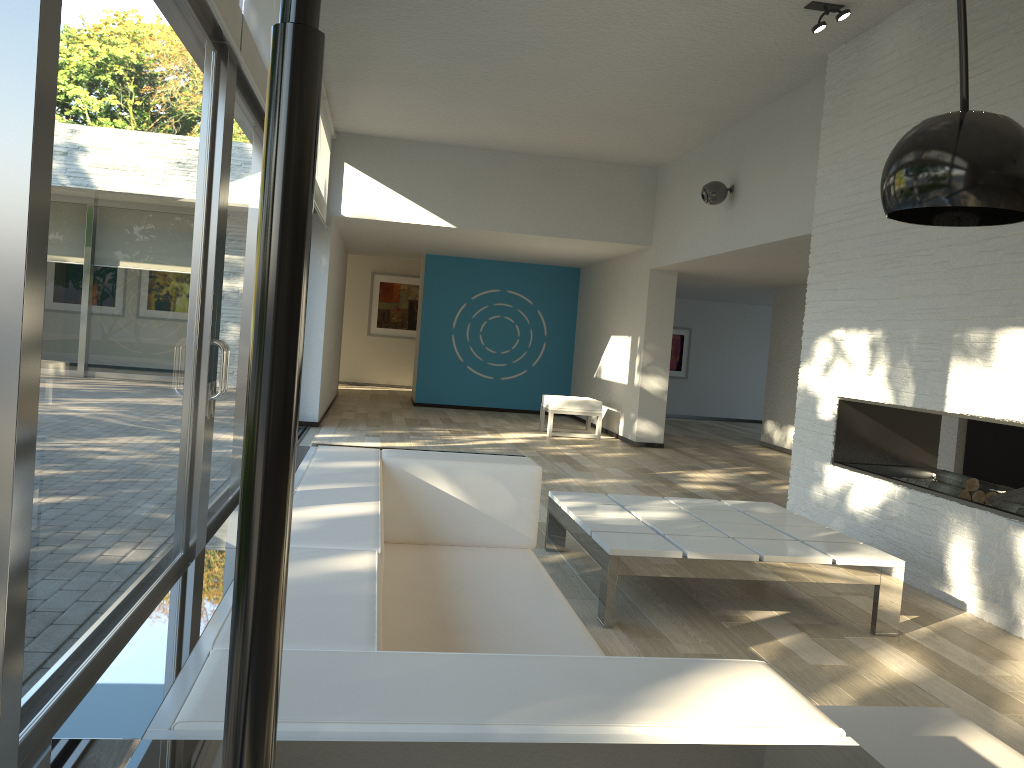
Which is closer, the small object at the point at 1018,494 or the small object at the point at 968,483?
the small object at the point at 1018,494

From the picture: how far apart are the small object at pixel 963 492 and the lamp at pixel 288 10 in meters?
3.1 m

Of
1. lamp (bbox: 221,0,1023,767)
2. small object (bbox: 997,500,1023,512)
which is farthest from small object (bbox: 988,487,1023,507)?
lamp (bbox: 221,0,1023,767)

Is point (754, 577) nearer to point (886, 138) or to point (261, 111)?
point (886, 138)

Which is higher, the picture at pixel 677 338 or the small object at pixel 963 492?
the picture at pixel 677 338

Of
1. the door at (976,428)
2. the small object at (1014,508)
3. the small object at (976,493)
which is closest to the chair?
the door at (976,428)

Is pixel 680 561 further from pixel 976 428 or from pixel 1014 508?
pixel 976 428

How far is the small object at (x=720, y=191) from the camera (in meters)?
7.38

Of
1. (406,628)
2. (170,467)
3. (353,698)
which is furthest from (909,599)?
(353,698)

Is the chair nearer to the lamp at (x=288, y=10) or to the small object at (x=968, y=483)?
the small object at (x=968, y=483)
